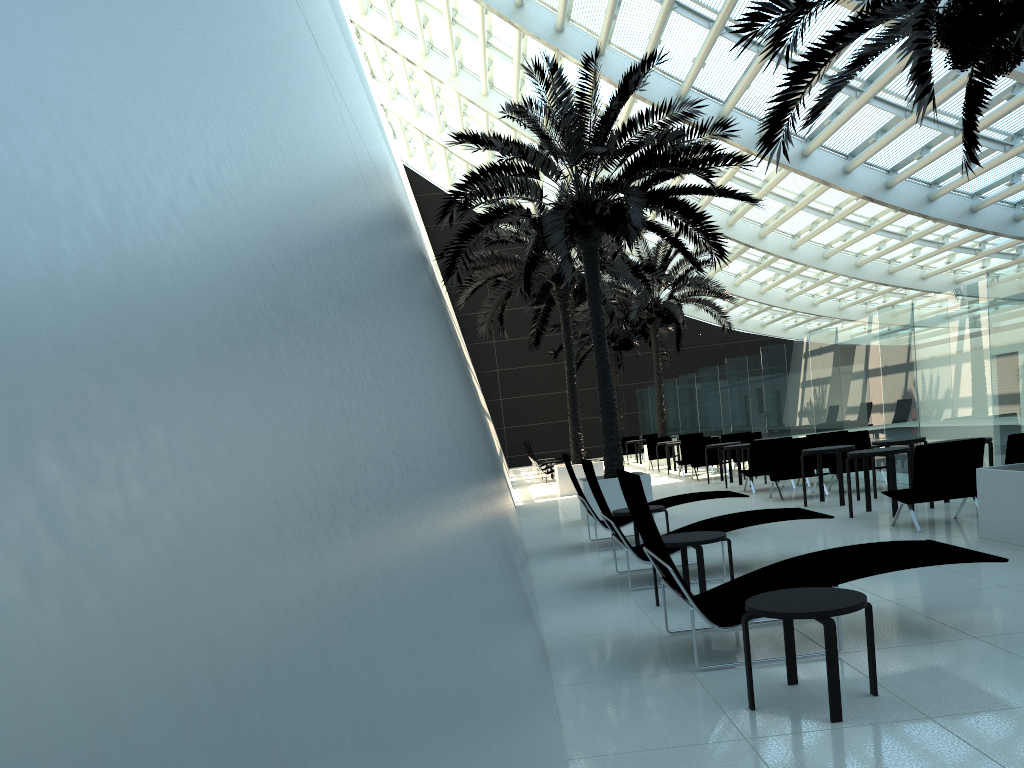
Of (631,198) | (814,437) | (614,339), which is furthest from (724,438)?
(614,339)

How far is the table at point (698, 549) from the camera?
6.4m

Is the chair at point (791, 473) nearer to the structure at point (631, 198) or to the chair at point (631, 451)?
the structure at point (631, 198)

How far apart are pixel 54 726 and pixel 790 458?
14.10m

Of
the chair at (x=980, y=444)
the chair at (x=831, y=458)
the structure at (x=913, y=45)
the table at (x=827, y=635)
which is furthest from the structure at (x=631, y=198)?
the table at (x=827, y=635)

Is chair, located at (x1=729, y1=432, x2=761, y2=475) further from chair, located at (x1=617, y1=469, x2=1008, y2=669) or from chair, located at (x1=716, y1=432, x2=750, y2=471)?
chair, located at (x1=617, y1=469, x2=1008, y2=669)

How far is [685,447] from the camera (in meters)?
20.28

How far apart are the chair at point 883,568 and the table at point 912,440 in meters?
6.5 m

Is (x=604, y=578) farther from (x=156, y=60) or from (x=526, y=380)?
(x=526, y=380)

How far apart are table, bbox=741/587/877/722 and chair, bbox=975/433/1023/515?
5.72m
